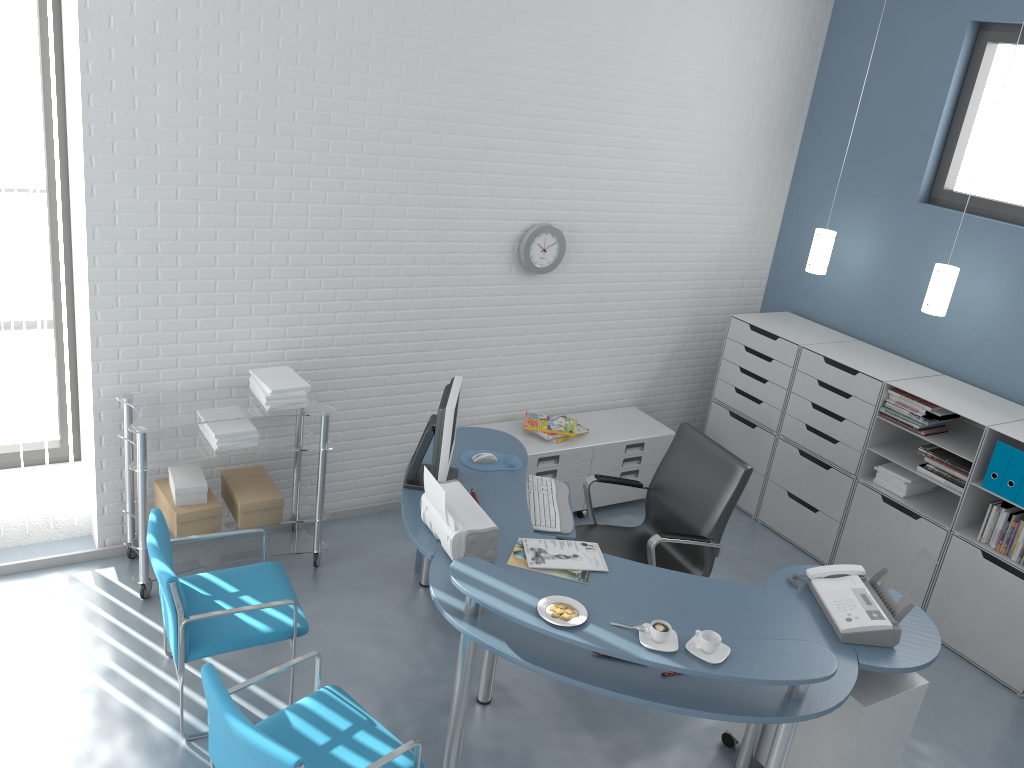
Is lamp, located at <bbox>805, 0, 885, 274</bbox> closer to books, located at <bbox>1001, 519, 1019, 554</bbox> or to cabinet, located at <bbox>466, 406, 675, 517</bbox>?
cabinet, located at <bbox>466, 406, 675, 517</bbox>

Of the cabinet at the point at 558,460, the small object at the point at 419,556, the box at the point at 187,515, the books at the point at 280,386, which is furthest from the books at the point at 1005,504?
the box at the point at 187,515

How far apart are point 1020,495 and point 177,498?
3.8m

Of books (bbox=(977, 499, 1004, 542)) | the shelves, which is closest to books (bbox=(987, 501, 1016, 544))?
books (bbox=(977, 499, 1004, 542))

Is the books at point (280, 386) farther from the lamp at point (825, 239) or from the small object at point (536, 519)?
the lamp at point (825, 239)

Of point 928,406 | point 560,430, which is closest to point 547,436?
point 560,430

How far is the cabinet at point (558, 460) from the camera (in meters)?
4.94

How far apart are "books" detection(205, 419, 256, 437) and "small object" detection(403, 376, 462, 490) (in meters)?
0.81

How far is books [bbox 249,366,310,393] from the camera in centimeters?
401cm

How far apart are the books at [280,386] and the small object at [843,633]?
2.3 meters
